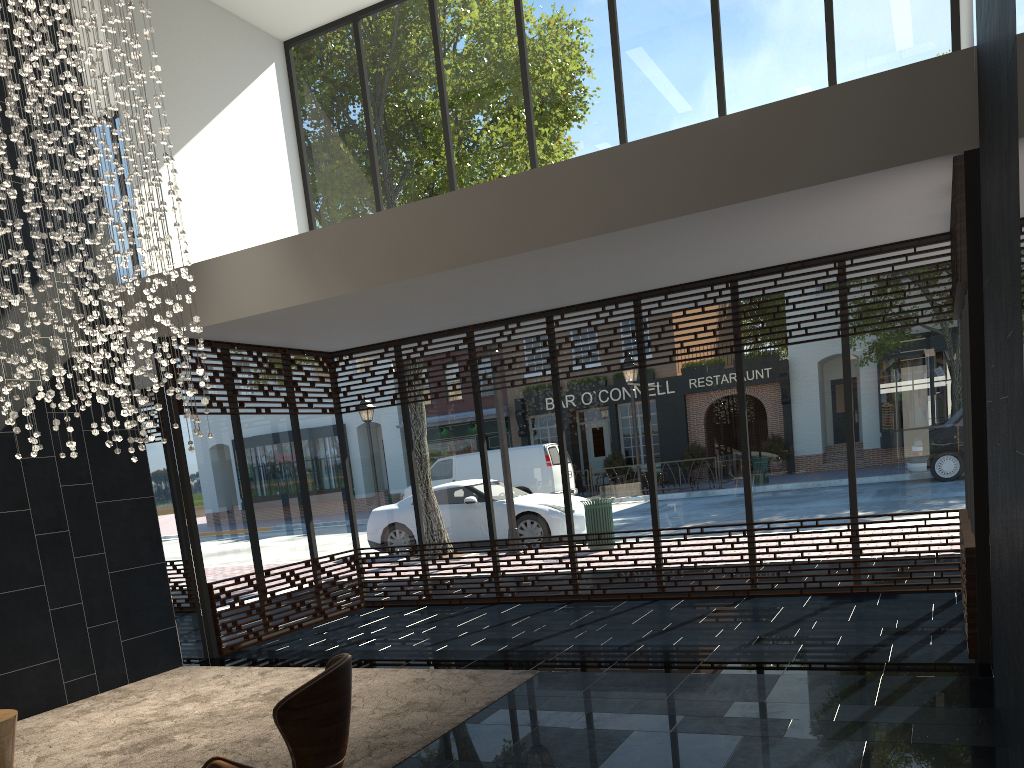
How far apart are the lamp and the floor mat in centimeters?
168cm

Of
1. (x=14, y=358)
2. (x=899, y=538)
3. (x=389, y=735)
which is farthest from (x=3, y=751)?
(x=899, y=538)

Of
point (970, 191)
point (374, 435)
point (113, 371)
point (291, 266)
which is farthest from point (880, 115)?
point (374, 435)

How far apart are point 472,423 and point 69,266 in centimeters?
438cm

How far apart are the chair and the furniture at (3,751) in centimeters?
160cm

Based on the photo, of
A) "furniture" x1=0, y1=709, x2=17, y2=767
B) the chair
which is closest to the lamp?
"furniture" x1=0, y1=709, x2=17, y2=767

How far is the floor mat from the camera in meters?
4.6 m

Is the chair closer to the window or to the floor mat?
the floor mat

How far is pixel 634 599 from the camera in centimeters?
801cm

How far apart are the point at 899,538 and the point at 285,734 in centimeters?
615cm
